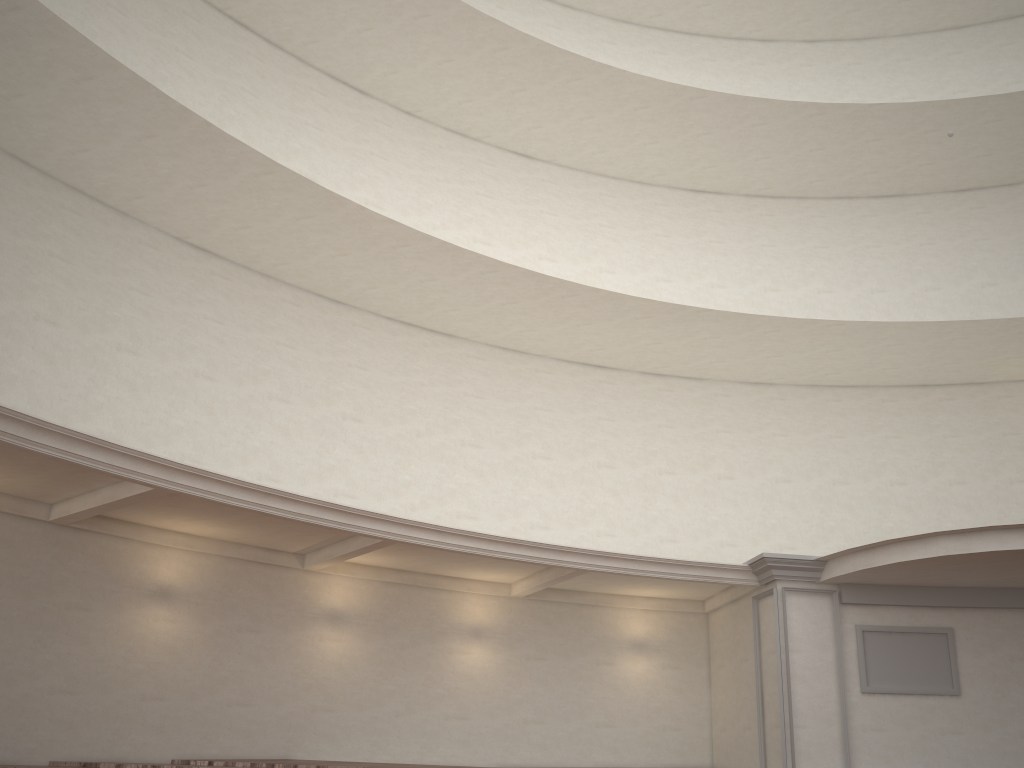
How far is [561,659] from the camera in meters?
14.3 m

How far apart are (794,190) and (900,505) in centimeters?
674cm

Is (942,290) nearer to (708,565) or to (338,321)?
(708,565)
